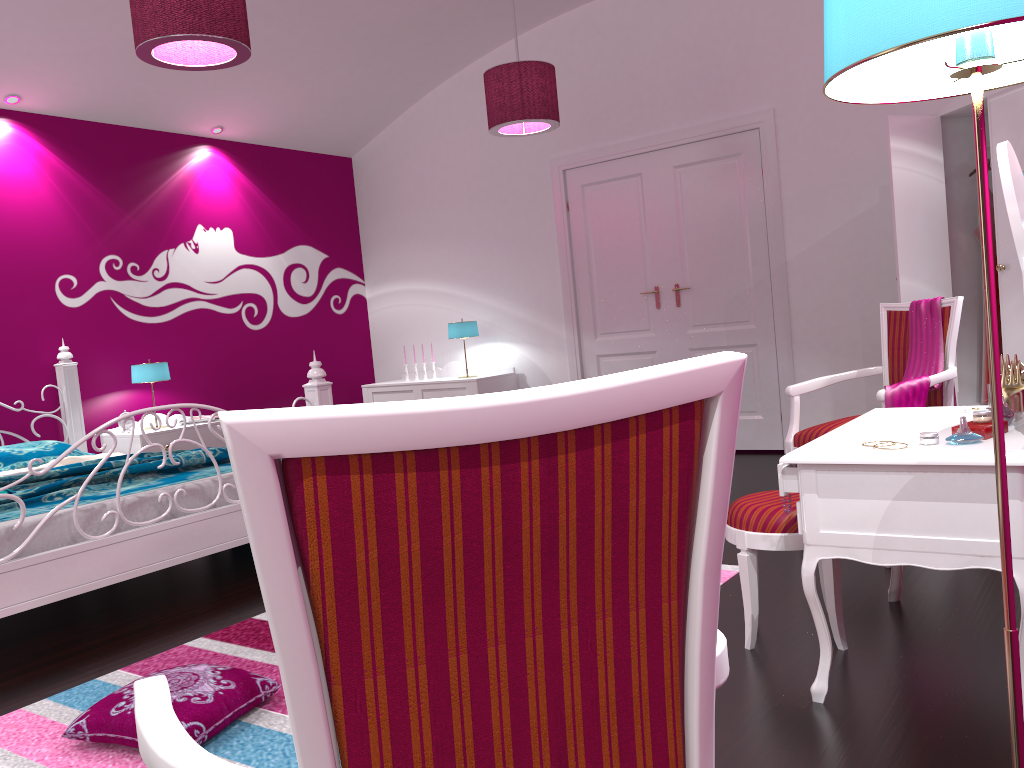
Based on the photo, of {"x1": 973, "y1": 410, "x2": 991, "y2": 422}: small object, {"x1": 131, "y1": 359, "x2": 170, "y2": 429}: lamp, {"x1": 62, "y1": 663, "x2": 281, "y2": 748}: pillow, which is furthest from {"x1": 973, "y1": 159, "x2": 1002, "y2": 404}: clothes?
{"x1": 131, "y1": 359, "x2": 170, "y2": 429}: lamp

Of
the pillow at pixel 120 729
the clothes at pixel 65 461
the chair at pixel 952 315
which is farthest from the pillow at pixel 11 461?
the chair at pixel 952 315

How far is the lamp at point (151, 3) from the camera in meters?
2.9

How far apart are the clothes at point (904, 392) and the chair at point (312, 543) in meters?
2.5 m

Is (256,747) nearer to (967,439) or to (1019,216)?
(967,439)

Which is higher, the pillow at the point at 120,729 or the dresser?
the dresser

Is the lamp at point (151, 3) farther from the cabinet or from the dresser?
the cabinet

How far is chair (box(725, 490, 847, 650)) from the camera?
2.4m

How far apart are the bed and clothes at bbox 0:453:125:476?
0.4 meters

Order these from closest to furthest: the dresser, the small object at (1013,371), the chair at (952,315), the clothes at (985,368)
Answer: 1. the small object at (1013,371)
2. the chair at (952,315)
3. the dresser
4. the clothes at (985,368)
